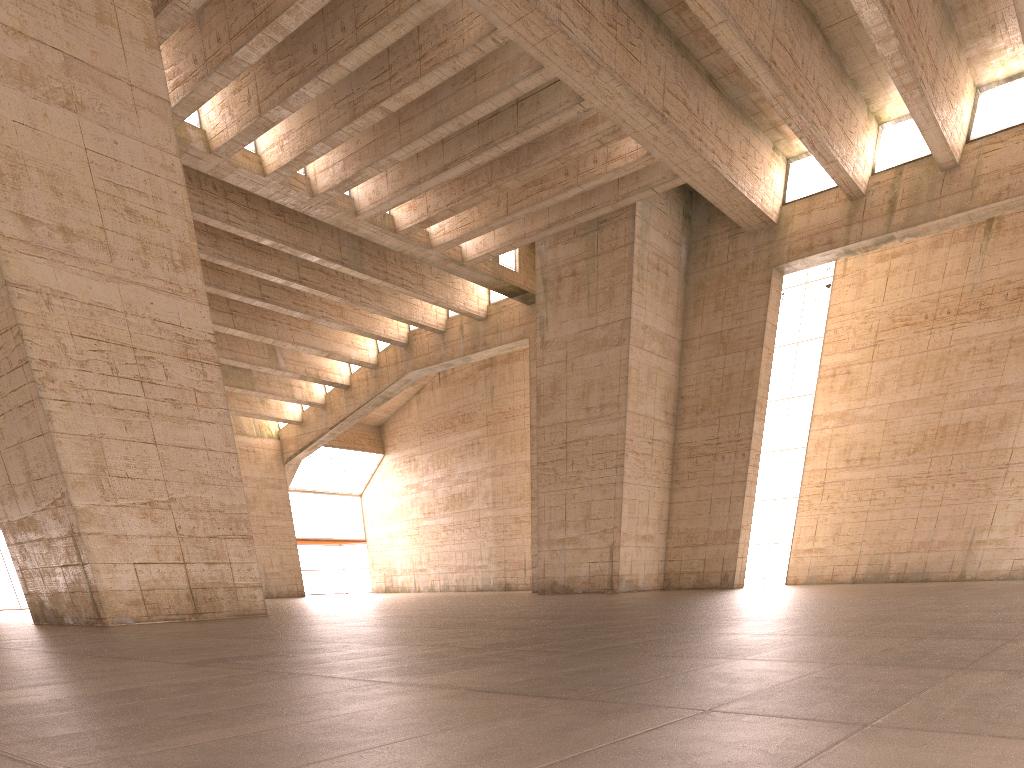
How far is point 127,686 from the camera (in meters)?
4.14

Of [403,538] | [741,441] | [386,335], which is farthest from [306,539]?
[741,441]
